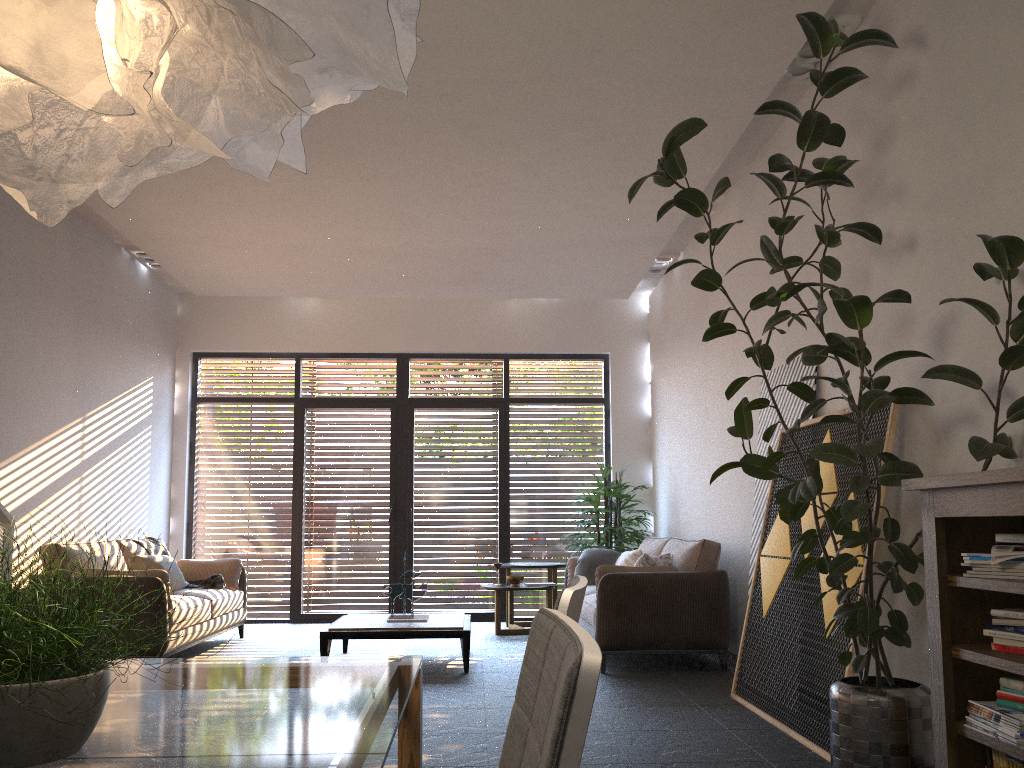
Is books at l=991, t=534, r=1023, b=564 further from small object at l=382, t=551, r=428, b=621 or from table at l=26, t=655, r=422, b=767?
small object at l=382, t=551, r=428, b=621

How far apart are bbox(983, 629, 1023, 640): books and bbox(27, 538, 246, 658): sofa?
5.0m

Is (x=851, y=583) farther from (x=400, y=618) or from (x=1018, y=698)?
(x=400, y=618)

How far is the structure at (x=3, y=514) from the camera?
4.2 meters

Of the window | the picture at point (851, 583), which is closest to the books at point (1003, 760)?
the picture at point (851, 583)

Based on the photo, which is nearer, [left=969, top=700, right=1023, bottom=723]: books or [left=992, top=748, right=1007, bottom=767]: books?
[left=969, top=700, right=1023, bottom=723]: books

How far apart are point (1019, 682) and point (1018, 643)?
0.1 meters

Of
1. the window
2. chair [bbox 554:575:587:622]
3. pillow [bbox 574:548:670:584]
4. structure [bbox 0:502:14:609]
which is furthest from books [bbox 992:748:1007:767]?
the window

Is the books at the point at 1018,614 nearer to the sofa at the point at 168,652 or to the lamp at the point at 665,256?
the sofa at the point at 168,652

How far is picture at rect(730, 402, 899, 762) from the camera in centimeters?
395cm
